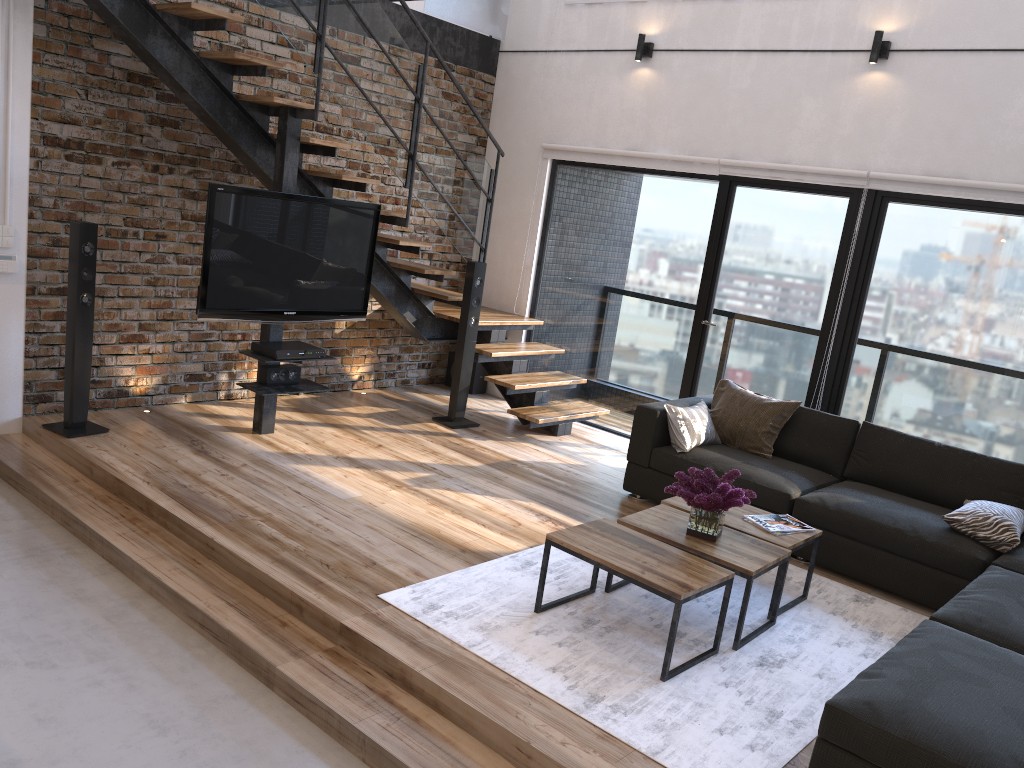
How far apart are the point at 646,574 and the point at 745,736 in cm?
65

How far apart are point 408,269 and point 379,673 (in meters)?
3.61

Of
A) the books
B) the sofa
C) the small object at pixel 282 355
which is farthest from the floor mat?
the small object at pixel 282 355

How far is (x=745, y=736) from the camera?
3.0 meters

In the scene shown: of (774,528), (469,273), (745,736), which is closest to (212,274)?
(469,273)

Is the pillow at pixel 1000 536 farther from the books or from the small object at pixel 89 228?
the small object at pixel 89 228

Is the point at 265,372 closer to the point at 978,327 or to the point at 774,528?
the point at 774,528

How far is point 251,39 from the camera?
5.8 meters

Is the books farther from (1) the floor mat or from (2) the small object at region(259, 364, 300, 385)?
(2) the small object at region(259, 364, 300, 385)

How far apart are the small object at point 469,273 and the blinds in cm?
135
